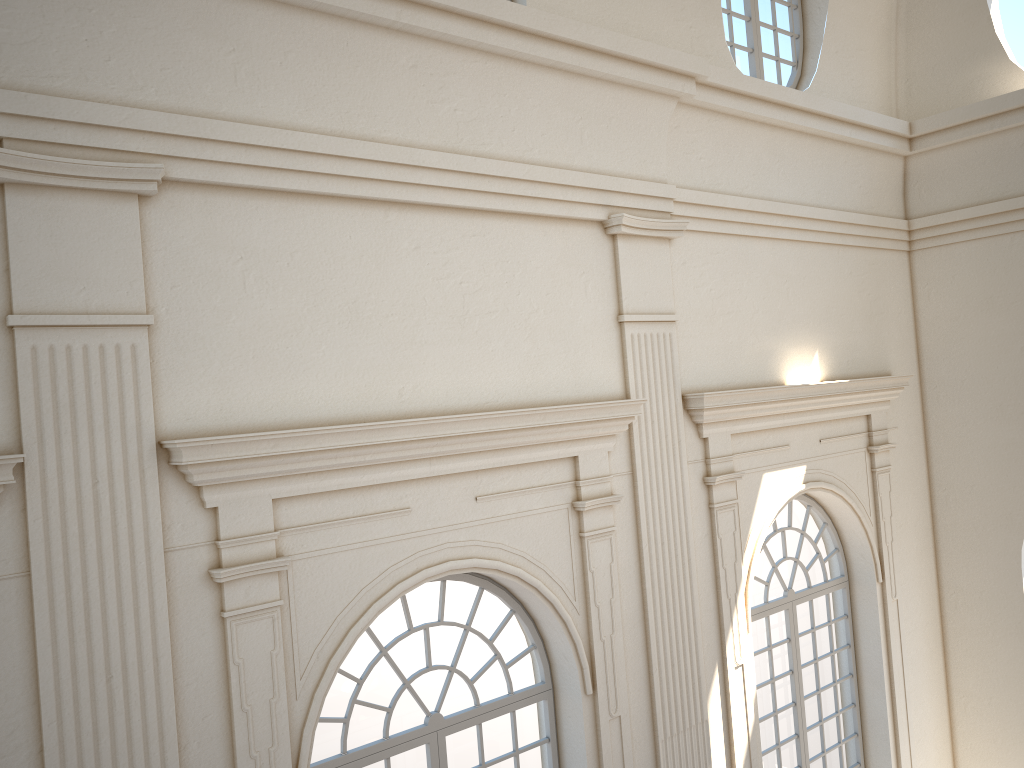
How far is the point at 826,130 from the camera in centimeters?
871cm

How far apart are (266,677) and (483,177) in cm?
346
